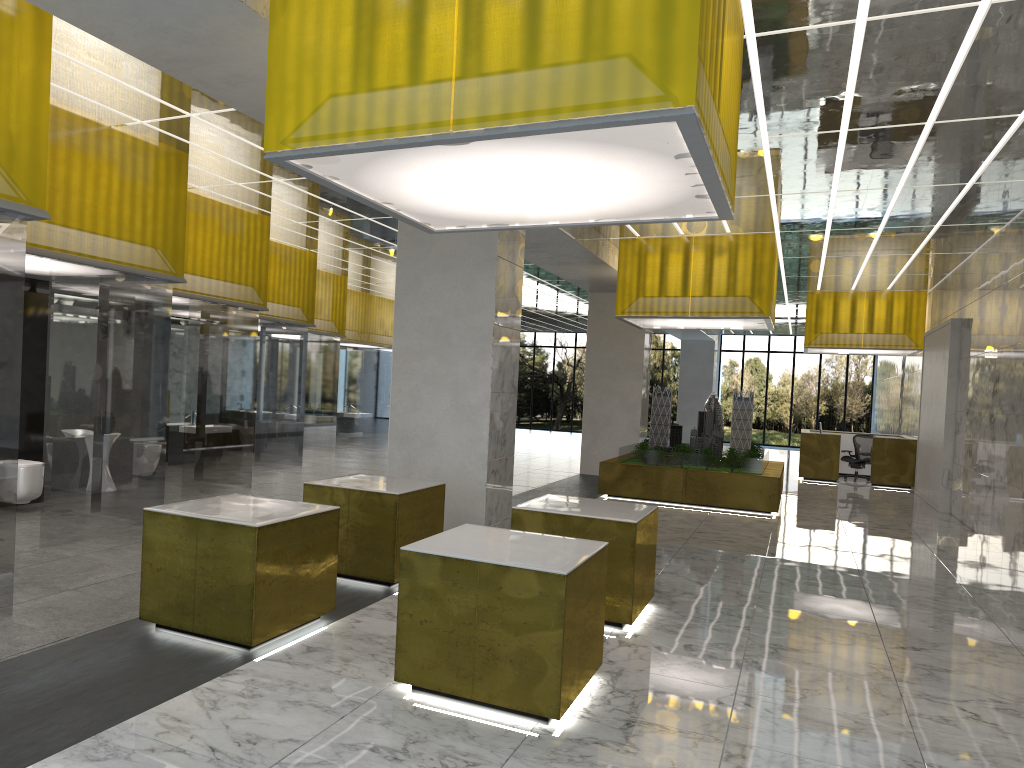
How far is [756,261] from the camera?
19.41m

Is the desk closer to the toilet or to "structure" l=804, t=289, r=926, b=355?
"structure" l=804, t=289, r=926, b=355

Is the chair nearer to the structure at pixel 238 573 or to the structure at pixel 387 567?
the structure at pixel 387 567

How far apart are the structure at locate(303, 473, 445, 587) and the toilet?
5.29m

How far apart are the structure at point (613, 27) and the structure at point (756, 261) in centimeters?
1123cm

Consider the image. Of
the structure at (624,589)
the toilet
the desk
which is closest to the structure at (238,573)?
the structure at (624,589)

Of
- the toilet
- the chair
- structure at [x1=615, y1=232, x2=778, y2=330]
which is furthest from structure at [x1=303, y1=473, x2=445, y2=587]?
the chair

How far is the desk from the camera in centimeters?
2815cm

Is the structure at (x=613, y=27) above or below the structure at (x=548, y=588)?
above

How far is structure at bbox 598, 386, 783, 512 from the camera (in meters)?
19.75
